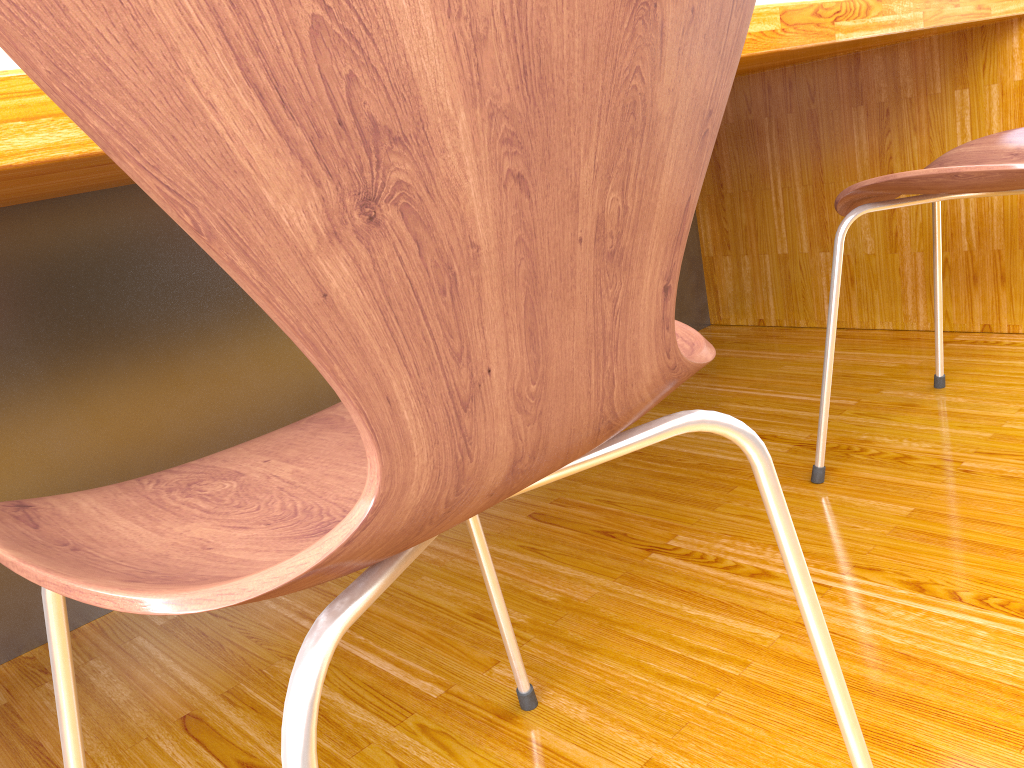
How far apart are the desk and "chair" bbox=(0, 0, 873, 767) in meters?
0.2 m

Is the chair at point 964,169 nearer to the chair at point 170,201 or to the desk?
the desk

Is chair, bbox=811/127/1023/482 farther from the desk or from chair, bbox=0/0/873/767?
chair, bbox=0/0/873/767

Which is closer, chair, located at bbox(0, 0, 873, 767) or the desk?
chair, located at bbox(0, 0, 873, 767)

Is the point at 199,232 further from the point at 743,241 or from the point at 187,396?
the point at 743,241

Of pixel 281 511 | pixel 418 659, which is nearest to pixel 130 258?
pixel 418 659

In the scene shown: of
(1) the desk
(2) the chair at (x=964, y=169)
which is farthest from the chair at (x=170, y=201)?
(2) the chair at (x=964, y=169)

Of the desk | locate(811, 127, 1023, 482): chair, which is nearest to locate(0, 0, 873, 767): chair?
the desk

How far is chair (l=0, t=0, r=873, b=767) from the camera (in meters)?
0.25

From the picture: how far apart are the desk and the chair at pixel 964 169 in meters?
0.2
